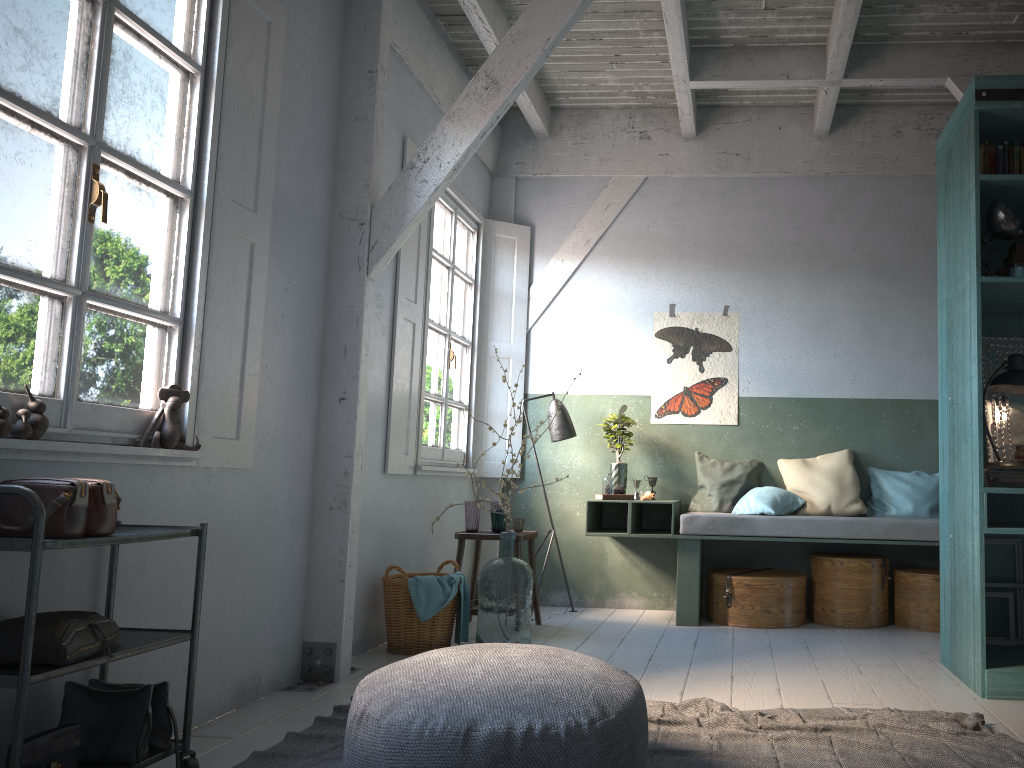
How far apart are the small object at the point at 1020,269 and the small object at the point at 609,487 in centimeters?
320cm

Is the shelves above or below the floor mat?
above

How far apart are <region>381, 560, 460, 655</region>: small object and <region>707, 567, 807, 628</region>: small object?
2.0m

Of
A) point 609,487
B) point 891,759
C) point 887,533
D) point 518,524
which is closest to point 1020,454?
point 887,533

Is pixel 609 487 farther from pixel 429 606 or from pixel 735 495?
pixel 429 606

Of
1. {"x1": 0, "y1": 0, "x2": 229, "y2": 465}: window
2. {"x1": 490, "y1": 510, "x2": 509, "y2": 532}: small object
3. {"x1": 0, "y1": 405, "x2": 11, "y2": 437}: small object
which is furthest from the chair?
{"x1": 0, "y1": 405, "x2": 11, "y2": 437}: small object

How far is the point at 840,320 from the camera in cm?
720

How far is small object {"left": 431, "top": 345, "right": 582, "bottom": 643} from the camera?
5.5 meters

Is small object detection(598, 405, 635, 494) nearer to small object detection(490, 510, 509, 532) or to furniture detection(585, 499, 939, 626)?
furniture detection(585, 499, 939, 626)

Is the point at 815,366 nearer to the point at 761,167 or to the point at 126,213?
the point at 761,167
